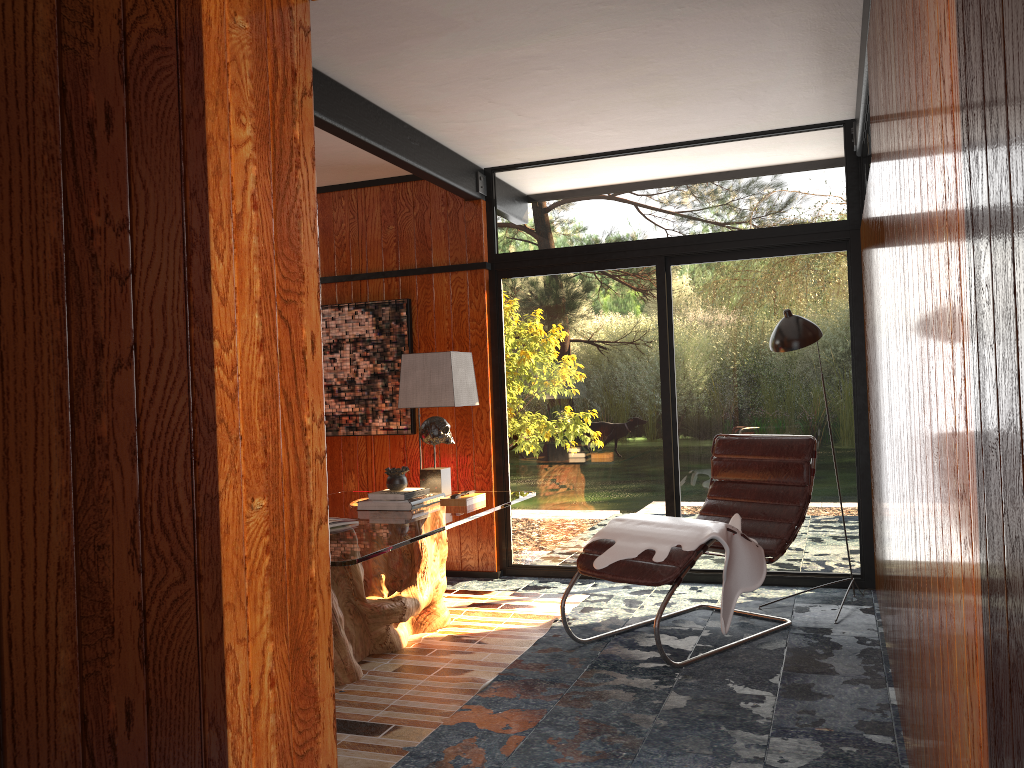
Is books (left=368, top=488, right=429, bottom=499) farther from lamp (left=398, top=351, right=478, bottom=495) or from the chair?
the chair

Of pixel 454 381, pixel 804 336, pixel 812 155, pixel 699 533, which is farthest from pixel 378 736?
pixel 812 155

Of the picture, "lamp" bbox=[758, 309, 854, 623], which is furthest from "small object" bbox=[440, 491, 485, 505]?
"lamp" bbox=[758, 309, 854, 623]

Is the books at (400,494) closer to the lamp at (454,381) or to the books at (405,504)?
the books at (405,504)

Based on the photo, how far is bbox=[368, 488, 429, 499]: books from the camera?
4.08m

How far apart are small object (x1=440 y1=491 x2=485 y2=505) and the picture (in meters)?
1.46

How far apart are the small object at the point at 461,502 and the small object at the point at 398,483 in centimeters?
22cm

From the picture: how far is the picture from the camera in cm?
568

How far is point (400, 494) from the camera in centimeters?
408cm

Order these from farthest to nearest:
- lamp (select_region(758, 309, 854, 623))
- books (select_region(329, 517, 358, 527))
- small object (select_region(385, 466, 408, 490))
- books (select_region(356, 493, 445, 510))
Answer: lamp (select_region(758, 309, 854, 623))
small object (select_region(385, 466, 408, 490))
books (select_region(356, 493, 445, 510))
books (select_region(329, 517, 358, 527))
